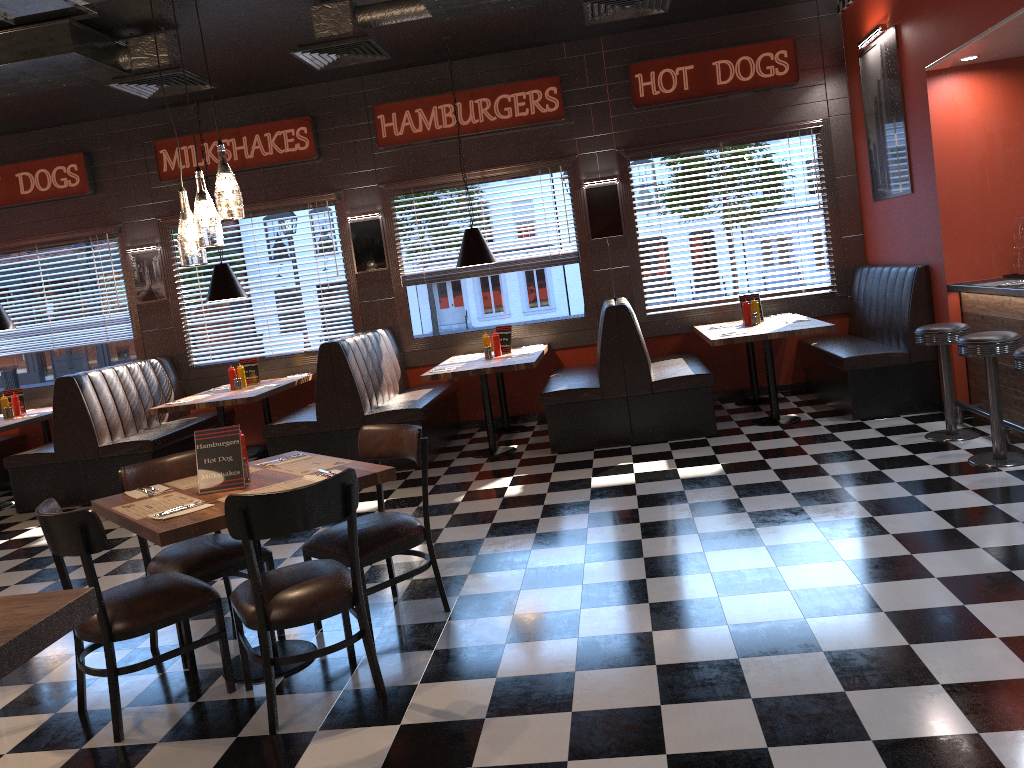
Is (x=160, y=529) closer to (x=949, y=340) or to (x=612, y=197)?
(x=949, y=340)

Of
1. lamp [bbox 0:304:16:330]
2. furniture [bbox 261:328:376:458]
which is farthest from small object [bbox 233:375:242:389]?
lamp [bbox 0:304:16:330]

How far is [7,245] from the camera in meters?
9.3 m

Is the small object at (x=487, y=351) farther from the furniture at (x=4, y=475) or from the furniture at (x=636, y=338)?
the furniture at (x=4, y=475)

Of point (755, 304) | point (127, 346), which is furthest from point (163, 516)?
point (127, 346)

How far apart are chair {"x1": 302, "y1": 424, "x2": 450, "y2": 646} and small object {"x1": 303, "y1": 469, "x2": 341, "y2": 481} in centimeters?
37cm

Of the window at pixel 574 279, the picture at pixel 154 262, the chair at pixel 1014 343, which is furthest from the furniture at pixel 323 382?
the chair at pixel 1014 343

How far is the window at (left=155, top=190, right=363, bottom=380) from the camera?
8.98m

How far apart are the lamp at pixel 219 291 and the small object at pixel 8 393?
2.49m

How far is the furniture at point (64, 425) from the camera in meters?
7.7
